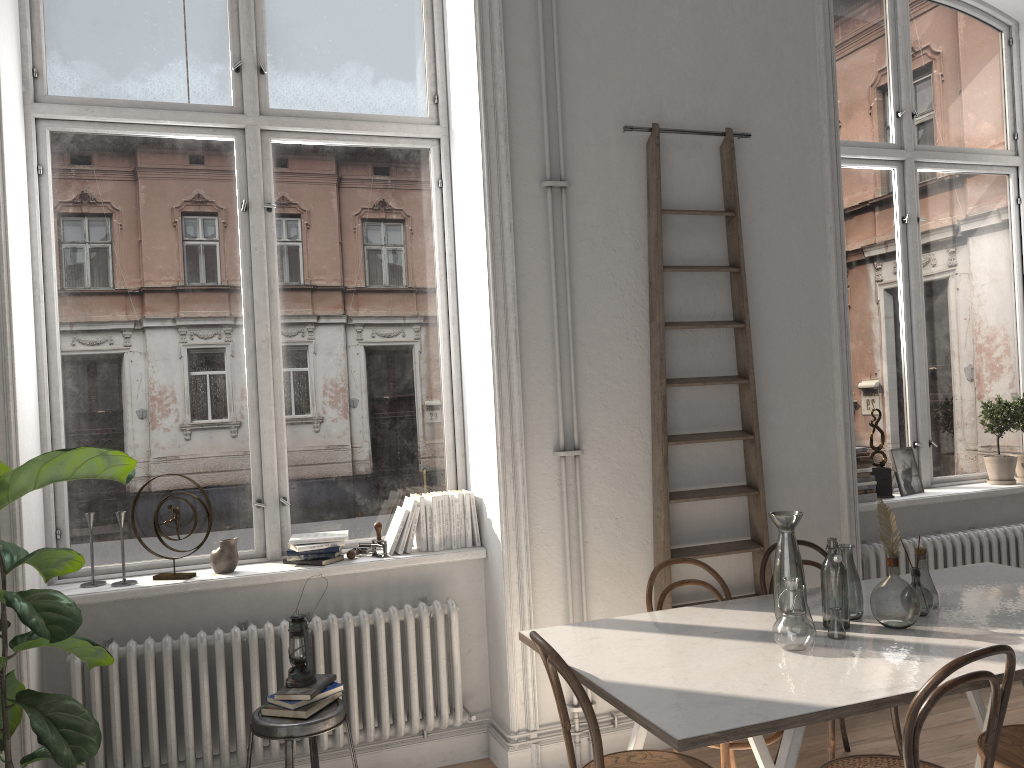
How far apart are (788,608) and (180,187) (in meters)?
2.96

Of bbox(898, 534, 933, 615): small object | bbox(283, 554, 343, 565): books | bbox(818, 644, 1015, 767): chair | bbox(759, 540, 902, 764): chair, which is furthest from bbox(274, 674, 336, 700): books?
bbox(898, 534, 933, 615): small object

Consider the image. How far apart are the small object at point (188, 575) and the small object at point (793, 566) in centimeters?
227cm

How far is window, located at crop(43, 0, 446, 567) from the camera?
3.7m

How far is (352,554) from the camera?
3.8m

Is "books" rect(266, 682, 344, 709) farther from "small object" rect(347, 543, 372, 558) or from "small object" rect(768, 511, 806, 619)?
"small object" rect(768, 511, 806, 619)

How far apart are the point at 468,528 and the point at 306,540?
0.71m

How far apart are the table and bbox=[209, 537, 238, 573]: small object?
1.3m

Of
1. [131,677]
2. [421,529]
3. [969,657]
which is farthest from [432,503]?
[969,657]

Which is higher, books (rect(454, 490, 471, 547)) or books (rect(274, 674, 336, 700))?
books (rect(454, 490, 471, 547))
